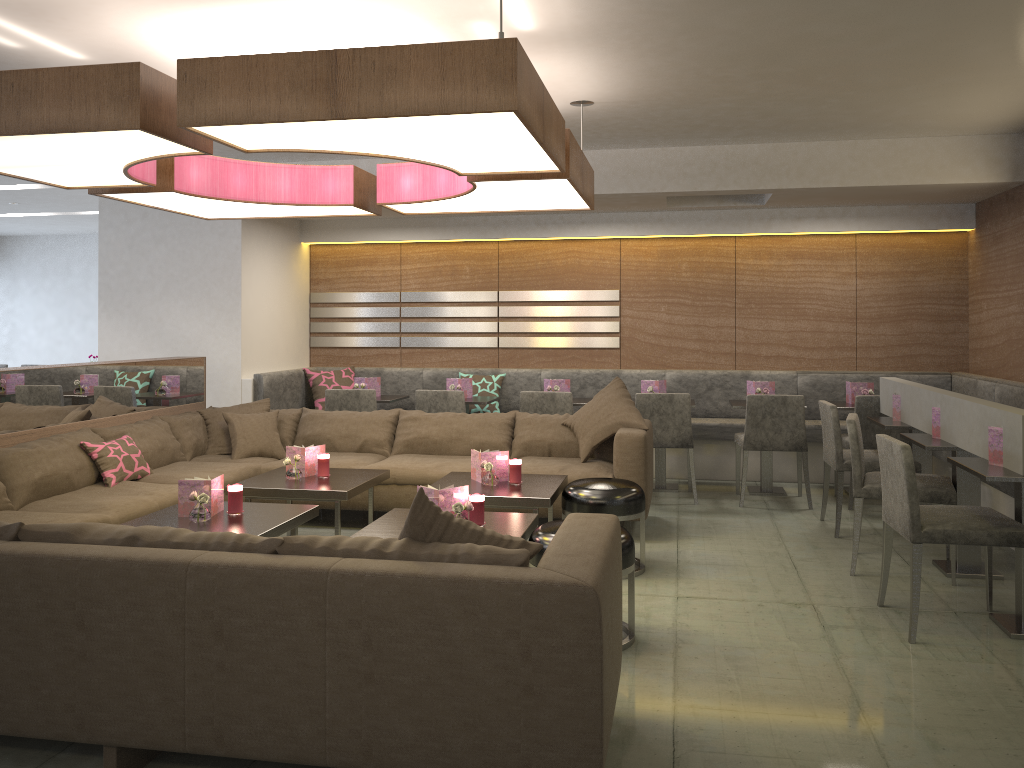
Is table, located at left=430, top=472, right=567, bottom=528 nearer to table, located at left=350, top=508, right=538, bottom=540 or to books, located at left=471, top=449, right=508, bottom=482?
books, located at left=471, top=449, right=508, bottom=482

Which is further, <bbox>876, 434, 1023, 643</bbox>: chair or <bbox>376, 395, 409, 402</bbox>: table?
<bbox>376, 395, 409, 402</bbox>: table

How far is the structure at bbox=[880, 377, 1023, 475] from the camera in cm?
351

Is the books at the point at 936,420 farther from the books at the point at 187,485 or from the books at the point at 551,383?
the books at the point at 187,485

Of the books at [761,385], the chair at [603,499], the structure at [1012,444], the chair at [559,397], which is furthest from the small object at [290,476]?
the books at [761,385]

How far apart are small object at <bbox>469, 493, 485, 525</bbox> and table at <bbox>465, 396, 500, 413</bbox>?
3.08m

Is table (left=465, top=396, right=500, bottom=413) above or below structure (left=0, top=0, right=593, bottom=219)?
below

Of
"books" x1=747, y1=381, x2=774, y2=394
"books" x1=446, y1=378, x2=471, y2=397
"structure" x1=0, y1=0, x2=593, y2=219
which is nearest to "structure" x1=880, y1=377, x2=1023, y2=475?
"books" x1=747, y1=381, x2=774, y2=394

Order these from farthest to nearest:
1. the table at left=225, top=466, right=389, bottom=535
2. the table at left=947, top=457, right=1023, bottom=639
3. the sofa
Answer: the table at left=225, top=466, right=389, bottom=535 < the table at left=947, top=457, right=1023, bottom=639 < the sofa

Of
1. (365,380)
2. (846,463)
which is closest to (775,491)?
(846,463)
